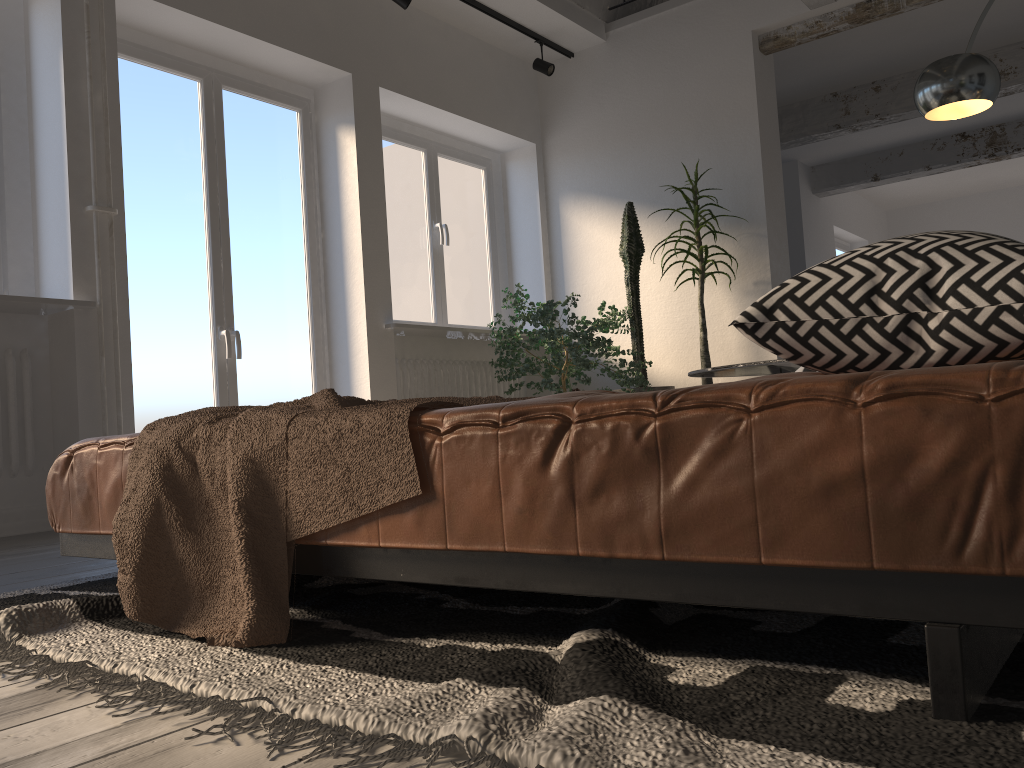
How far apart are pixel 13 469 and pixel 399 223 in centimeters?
289cm

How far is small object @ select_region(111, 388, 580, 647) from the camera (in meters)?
1.26

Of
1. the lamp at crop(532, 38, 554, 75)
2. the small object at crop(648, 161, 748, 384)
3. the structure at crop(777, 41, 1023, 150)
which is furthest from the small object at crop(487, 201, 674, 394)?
the structure at crop(777, 41, 1023, 150)

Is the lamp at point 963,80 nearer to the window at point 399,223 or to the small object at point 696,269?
the small object at point 696,269

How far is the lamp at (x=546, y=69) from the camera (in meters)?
6.06

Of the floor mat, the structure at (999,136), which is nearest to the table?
the floor mat

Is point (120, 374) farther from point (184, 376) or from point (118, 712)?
point (118, 712)

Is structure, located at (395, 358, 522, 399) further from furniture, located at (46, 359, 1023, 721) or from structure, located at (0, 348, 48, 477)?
furniture, located at (46, 359, 1023, 721)

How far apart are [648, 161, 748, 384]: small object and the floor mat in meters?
3.9

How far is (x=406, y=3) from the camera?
5.0m
